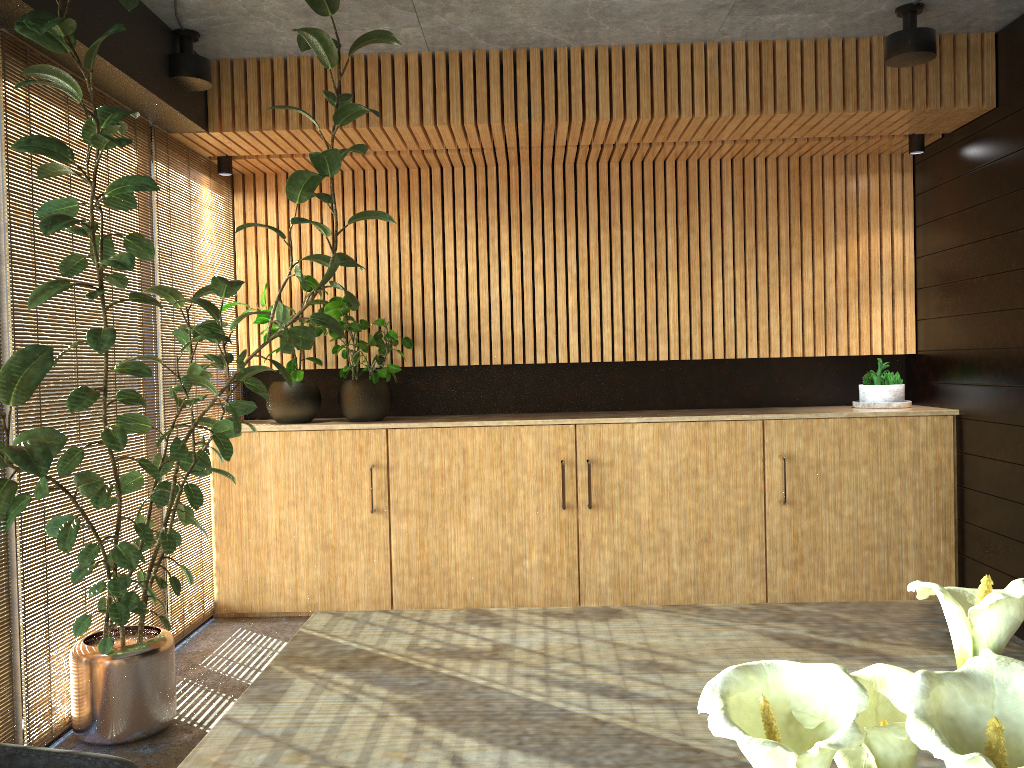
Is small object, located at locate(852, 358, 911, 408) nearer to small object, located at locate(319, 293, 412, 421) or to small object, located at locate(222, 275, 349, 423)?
small object, located at locate(319, 293, 412, 421)

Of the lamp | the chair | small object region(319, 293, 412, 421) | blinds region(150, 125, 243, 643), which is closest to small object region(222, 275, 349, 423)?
small object region(319, 293, 412, 421)

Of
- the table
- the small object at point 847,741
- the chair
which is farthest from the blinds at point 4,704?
the small object at point 847,741

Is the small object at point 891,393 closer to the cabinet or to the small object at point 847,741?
the cabinet

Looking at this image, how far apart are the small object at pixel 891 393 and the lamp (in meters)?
2.13

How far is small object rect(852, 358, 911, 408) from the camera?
6.1m

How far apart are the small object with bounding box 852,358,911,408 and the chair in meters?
5.4

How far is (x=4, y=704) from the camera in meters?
3.6 m

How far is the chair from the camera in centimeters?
182cm

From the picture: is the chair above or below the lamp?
below
